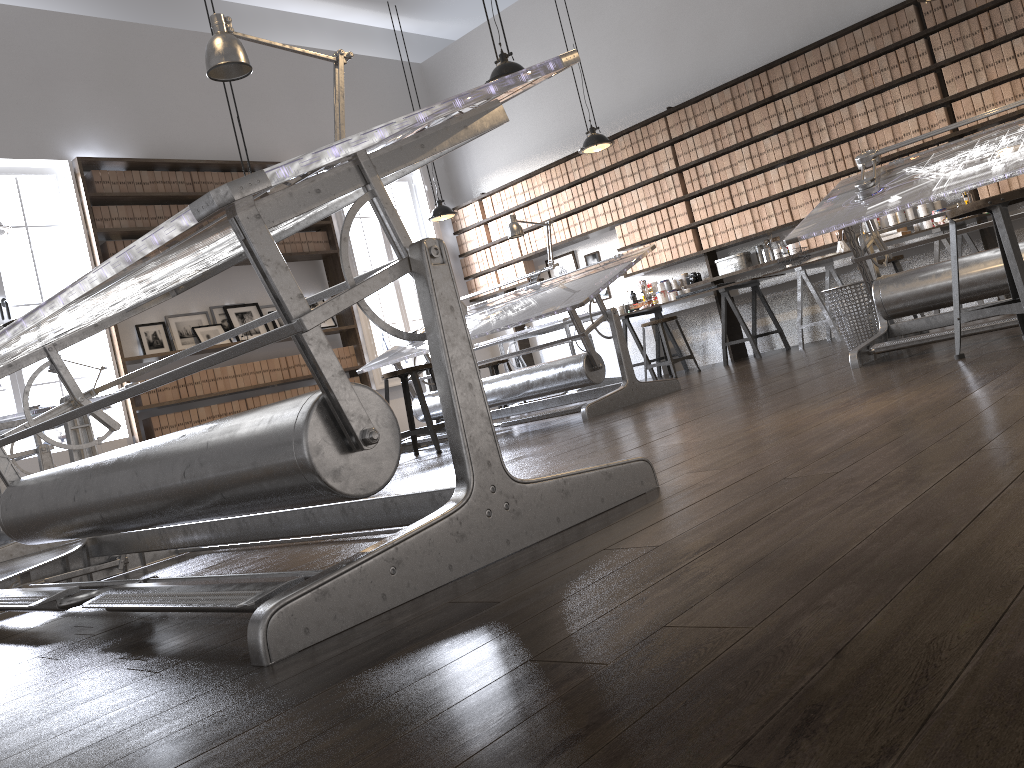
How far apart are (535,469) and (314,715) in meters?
2.0 m

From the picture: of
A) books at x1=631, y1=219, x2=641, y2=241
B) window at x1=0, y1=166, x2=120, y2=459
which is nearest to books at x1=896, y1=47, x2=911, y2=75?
books at x1=631, y1=219, x2=641, y2=241

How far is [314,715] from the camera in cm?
96

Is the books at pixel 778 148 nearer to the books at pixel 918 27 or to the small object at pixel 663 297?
the books at pixel 918 27

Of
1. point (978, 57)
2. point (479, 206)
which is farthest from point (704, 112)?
point (479, 206)

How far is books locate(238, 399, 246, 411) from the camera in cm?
817

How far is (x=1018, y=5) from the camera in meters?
6.3

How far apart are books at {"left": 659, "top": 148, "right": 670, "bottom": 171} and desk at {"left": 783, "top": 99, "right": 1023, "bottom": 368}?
3.9 meters

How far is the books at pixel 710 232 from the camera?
8.2 meters

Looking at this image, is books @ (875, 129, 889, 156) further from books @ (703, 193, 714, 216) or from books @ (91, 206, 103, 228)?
books @ (91, 206, 103, 228)
